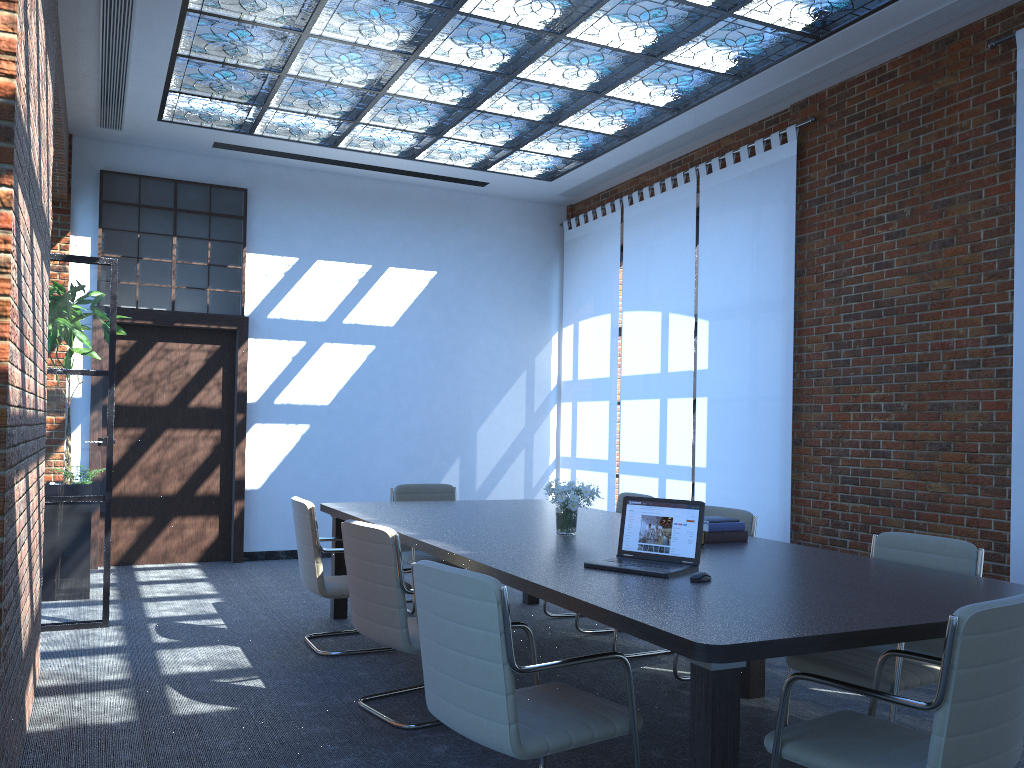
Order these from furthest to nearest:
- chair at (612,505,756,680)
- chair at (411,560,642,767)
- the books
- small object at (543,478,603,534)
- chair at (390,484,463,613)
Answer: chair at (390,484,463,613) < chair at (612,505,756,680) < small object at (543,478,603,534) < the books < chair at (411,560,642,767)

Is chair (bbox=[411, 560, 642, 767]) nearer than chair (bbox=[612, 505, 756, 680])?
Yes

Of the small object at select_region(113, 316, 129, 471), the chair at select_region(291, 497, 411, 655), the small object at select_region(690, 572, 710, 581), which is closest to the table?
the small object at select_region(690, 572, 710, 581)

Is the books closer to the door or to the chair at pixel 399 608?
the chair at pixel 399 608

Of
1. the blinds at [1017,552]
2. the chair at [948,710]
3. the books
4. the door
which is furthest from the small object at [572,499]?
the door

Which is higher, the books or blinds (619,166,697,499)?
blinds (619,166,697,499)

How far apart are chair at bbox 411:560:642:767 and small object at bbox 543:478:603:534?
1.33m

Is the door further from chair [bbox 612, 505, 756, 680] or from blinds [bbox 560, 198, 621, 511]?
chair [bbox 612, 505, 756, 680]

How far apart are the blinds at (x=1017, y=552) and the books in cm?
180

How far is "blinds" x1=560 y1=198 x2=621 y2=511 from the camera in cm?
931
